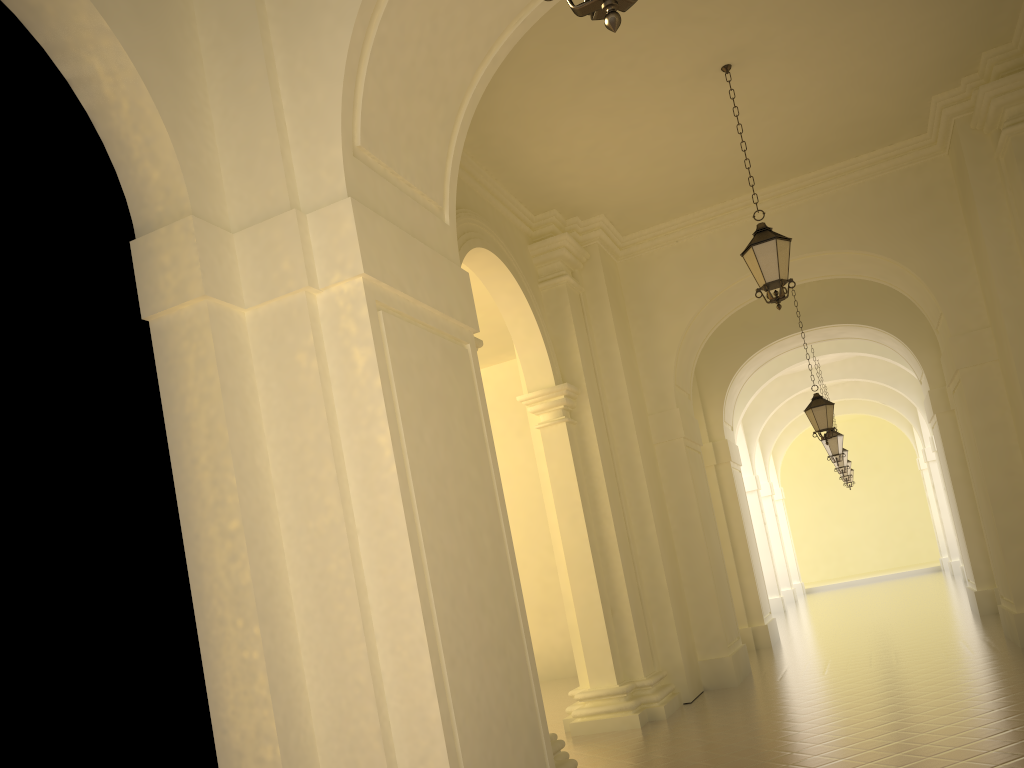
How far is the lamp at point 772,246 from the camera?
8.7m

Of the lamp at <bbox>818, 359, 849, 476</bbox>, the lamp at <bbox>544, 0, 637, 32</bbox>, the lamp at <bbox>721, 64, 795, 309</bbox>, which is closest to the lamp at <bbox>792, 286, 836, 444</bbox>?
the lamp at <bbox>721, 64, 795, 309</bbox>

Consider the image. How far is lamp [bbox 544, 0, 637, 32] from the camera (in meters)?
2.67

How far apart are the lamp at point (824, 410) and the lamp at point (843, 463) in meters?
8.9

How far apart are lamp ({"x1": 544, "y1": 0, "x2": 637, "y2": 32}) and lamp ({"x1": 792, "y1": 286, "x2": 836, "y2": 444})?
12.7m

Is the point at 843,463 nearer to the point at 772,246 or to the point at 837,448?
the point at 837,448

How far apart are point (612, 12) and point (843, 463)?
21.8m

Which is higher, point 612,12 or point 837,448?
point 837,448

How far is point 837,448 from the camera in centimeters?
1905cm

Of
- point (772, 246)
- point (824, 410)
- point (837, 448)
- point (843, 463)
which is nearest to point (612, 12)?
point (772, 246)
